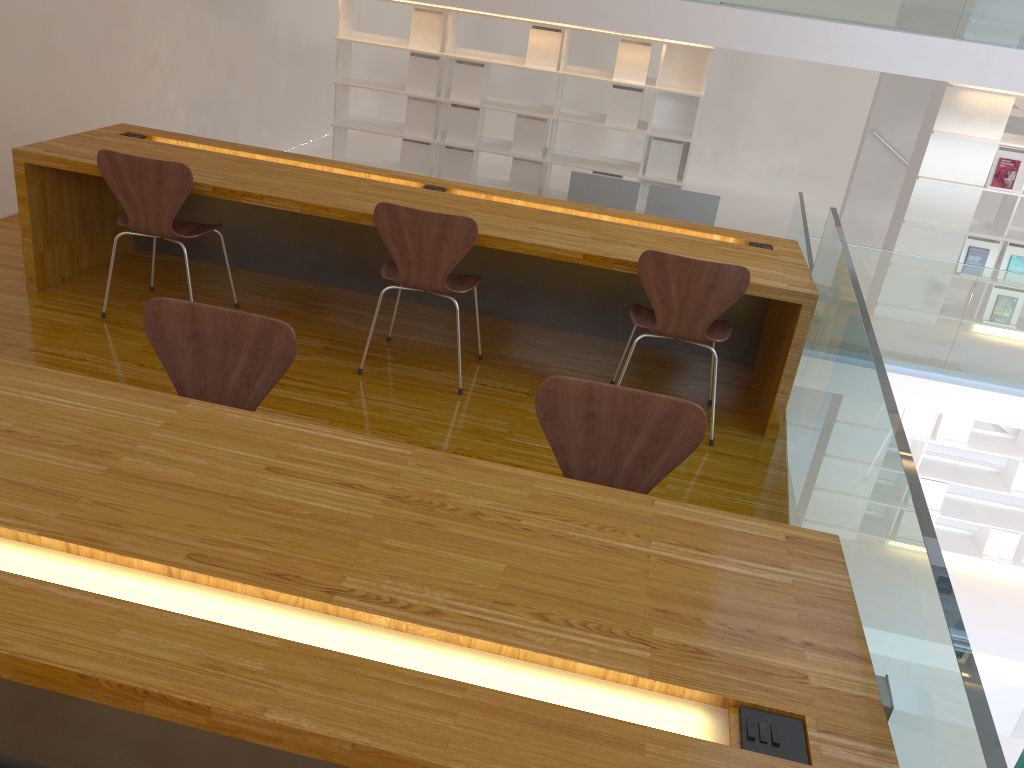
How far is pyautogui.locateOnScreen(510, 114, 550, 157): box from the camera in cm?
695

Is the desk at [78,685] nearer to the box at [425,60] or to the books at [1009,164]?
the box at [425,60]

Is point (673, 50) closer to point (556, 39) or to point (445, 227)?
point (556, 39)

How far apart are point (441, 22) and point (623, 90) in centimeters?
149cm

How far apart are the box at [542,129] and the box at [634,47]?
0.6m

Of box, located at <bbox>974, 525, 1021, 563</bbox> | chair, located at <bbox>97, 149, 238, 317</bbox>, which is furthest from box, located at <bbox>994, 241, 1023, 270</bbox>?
chair, located at <bbox>97, 149, 238, 317</bbox>

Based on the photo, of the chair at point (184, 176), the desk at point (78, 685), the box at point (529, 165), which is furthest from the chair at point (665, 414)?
the box at point (529, 165)

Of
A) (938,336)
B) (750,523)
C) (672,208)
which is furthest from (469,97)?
(750,523)

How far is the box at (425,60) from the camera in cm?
692

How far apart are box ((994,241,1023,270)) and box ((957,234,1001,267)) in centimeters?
6cm
